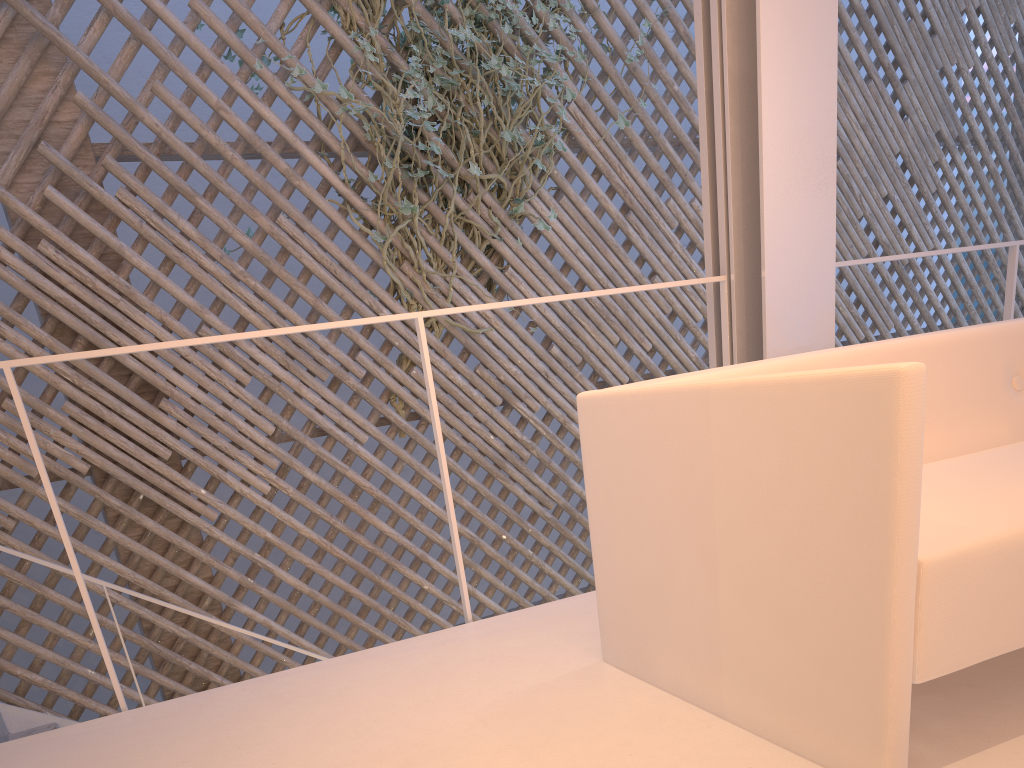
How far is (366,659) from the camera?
1.2m

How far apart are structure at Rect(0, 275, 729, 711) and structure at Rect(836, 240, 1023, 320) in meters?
0.7

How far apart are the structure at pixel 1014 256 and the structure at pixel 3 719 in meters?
2.6 m

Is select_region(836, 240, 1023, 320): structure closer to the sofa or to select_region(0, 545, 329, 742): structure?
the sofa

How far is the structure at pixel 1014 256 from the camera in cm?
184

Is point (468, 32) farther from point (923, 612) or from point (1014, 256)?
point (923, 612)

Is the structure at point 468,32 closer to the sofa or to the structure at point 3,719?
the structure at point 3,719

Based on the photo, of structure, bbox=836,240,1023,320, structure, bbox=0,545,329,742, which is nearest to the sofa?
structure, bbox=836,240,1023,320

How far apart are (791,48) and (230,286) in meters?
1.8 m

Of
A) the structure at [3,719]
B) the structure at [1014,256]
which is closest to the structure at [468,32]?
the structure at [3,719]
